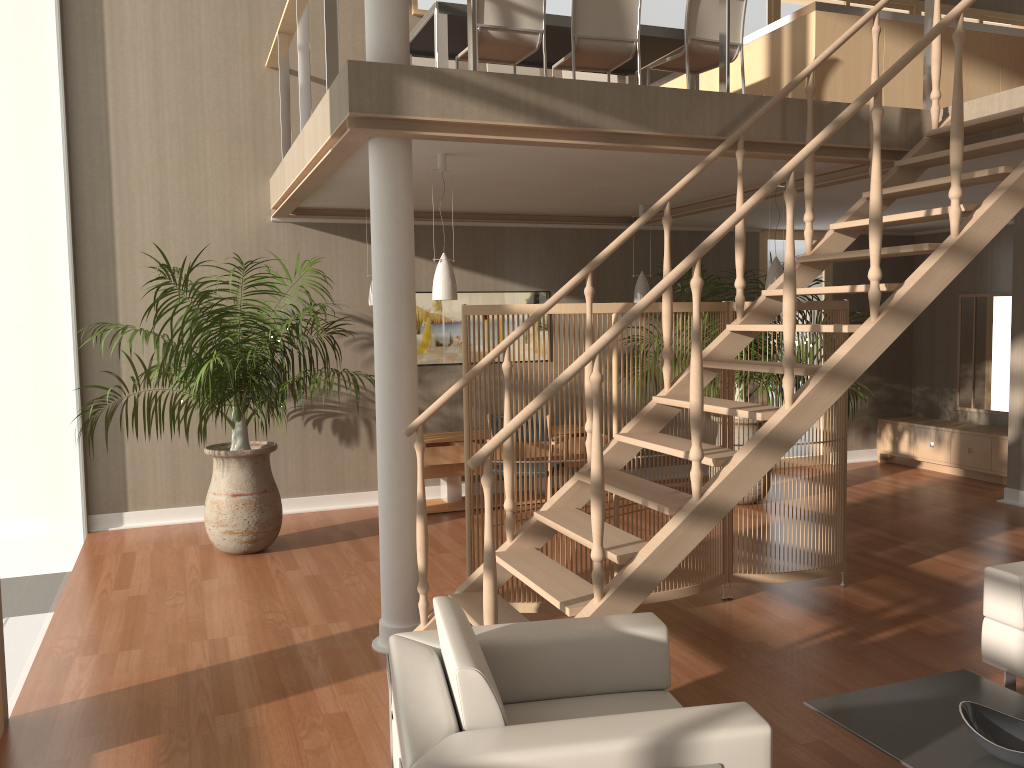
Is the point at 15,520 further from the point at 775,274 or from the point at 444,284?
the point at 775,274

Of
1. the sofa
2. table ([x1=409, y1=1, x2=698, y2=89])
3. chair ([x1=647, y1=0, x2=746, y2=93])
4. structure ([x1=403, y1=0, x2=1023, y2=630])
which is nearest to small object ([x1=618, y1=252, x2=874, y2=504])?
table ([x1=409, y1=1, x2=698, y2=89])

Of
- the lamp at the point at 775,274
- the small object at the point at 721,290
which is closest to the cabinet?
the small object at the point at 721,290

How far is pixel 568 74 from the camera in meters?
6.7 m

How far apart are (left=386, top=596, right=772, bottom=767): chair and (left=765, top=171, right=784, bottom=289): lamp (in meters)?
3.27

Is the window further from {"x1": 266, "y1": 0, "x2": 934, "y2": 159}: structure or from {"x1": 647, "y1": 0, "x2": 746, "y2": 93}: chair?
{"x1": 647, "y1": 0, "x2": 746, "y2": 93}: chair

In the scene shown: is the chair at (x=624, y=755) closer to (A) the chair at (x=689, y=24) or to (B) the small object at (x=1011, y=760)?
(B) the small object at (x=1011, y=760)

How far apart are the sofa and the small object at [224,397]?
3.9m

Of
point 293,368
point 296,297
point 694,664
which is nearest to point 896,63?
point 694,664

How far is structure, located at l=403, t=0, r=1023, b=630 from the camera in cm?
327
